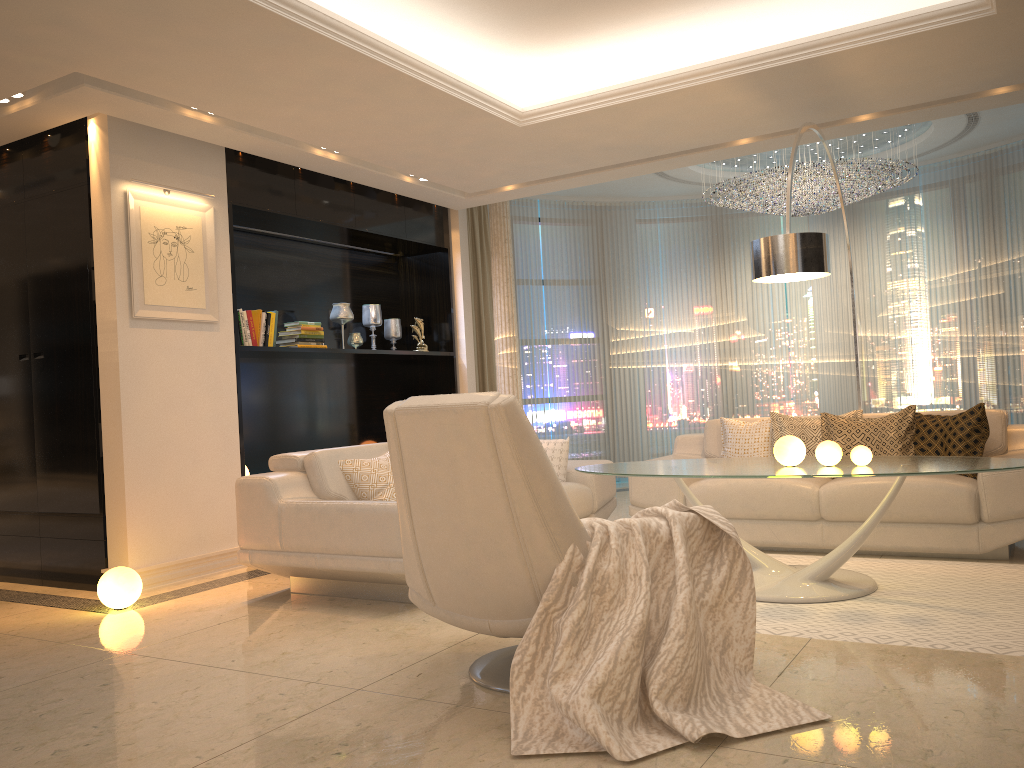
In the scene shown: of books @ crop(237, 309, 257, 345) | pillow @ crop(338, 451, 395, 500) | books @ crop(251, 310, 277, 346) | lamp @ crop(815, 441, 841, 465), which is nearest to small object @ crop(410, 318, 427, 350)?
books @ crop(251, 310, 277, 346)

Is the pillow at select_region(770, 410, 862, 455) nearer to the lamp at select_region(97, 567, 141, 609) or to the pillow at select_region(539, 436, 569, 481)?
the pillow at select_region(539, 436, 569, 481)

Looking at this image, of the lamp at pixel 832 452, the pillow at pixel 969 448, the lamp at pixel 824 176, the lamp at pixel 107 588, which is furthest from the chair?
the lamp at pixel 824 176

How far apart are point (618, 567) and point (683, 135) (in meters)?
3.89

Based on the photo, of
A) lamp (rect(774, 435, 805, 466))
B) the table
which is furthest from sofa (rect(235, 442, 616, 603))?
lamp (rect(774, 435, 805, 466))

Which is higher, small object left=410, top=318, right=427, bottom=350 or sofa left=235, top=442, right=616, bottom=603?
small object left=410, top=318, right=427, bottom=350

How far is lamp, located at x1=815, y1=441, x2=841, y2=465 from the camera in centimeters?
396cm

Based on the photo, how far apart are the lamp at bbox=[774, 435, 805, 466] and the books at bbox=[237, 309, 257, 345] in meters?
3.5 m

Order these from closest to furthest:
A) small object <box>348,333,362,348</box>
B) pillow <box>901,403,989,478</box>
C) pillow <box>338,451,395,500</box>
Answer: pillow <box>338,451,395,500</box>, pillow <box>901,403,989,478</box>, small object <box>348,333,362,348</box>

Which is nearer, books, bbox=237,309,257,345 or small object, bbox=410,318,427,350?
books, bbox=237,309,257,345
